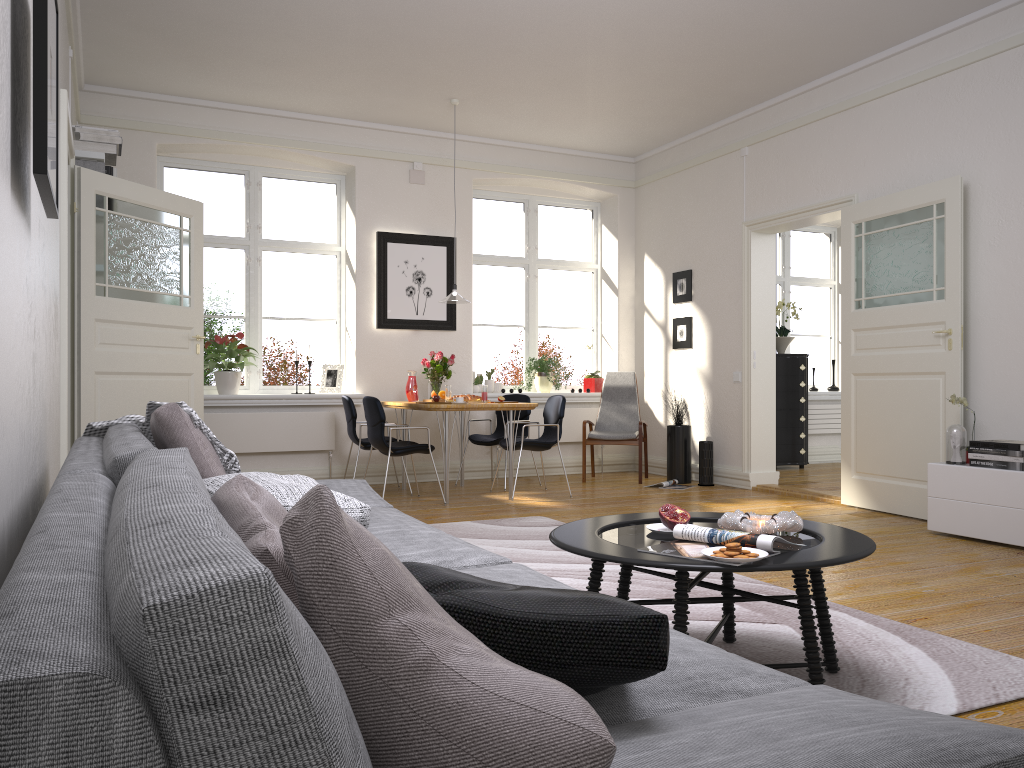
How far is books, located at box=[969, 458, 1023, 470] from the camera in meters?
4.7 m

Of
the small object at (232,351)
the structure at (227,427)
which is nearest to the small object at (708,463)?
the structure at (227,427)

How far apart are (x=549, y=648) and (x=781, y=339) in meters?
8.7 m

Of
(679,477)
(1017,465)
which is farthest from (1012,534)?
(679,477)

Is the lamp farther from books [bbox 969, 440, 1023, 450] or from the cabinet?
books [bbox 969, 440, 1023, 450]

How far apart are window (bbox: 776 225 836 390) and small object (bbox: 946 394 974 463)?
5.3 meters

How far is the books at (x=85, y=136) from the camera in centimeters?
574cm

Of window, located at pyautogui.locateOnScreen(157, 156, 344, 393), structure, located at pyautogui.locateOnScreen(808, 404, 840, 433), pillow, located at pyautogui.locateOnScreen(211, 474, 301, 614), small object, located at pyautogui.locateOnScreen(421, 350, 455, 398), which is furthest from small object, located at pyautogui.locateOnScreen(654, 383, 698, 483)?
pillow, located at pyautogui.locateOnScreen(211, 474, 301, 614)

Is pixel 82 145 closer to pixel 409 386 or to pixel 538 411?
pixel 409 386

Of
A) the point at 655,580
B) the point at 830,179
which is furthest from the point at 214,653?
the point at 830,179
